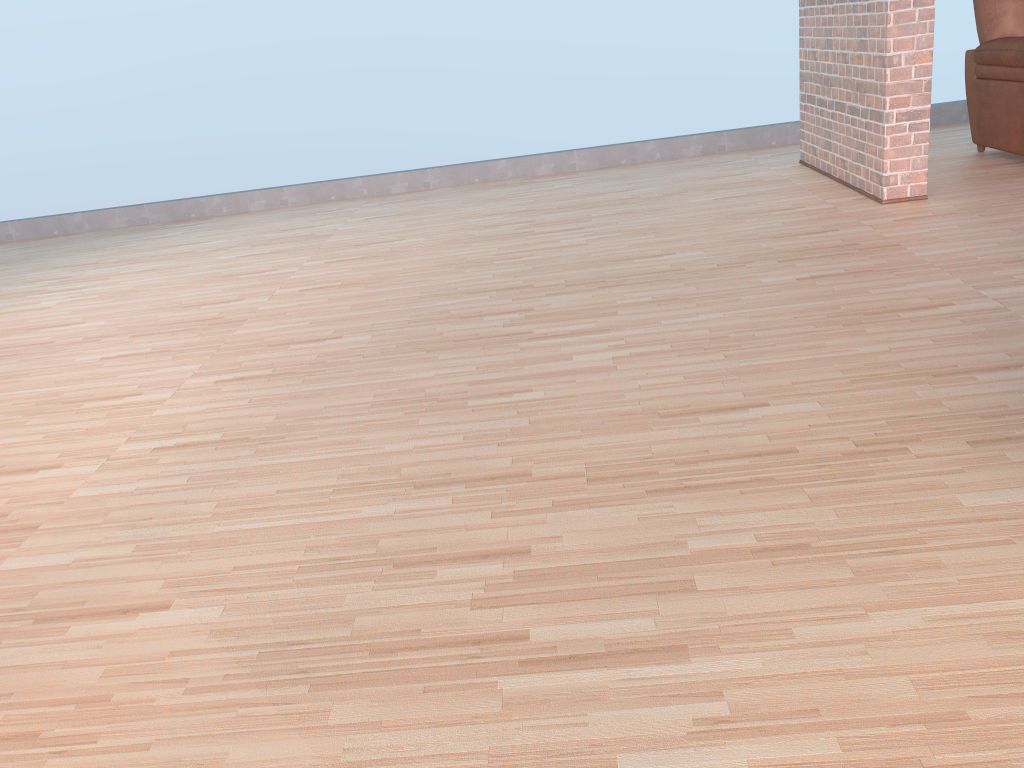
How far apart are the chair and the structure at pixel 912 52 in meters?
0.7

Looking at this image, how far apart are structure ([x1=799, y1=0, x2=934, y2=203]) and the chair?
0.7 meters

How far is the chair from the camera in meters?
4.4

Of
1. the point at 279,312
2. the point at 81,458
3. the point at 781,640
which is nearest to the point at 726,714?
the point at 781,640

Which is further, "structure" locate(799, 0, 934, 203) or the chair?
the chair

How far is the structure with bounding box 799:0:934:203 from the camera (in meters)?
3.90

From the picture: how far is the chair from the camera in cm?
444

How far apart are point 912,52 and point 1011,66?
0.9 meters
